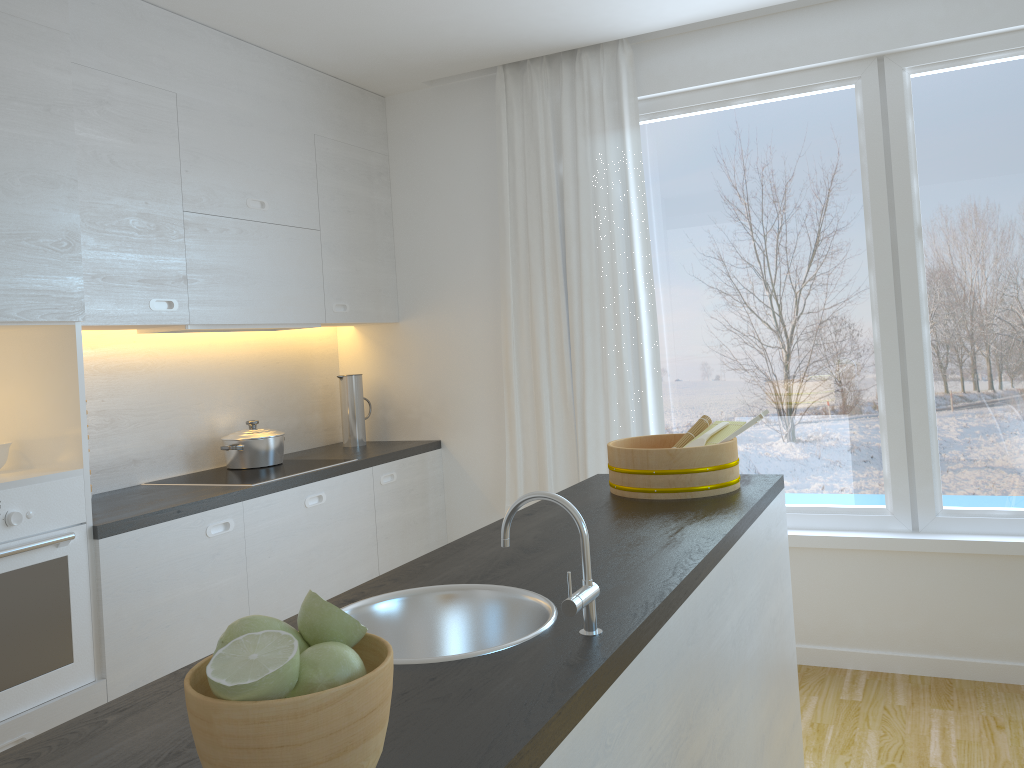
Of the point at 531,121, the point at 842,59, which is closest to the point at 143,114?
the point at 531,121

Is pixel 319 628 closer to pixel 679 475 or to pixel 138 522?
pixel 679 475

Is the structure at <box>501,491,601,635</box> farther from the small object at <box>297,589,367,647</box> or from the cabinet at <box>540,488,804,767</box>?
the small object at <box>297,589,367,647</box>

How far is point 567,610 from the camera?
1.31m

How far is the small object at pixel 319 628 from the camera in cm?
94

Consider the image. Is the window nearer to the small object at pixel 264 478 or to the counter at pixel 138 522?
the counter at pixel 138 522

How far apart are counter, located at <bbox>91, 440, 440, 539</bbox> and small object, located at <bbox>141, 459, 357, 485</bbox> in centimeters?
6cm

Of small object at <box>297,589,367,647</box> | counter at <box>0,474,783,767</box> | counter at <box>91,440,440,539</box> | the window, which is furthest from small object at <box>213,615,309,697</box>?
the window

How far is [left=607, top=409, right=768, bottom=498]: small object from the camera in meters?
2.4 m

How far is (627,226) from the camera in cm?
389
